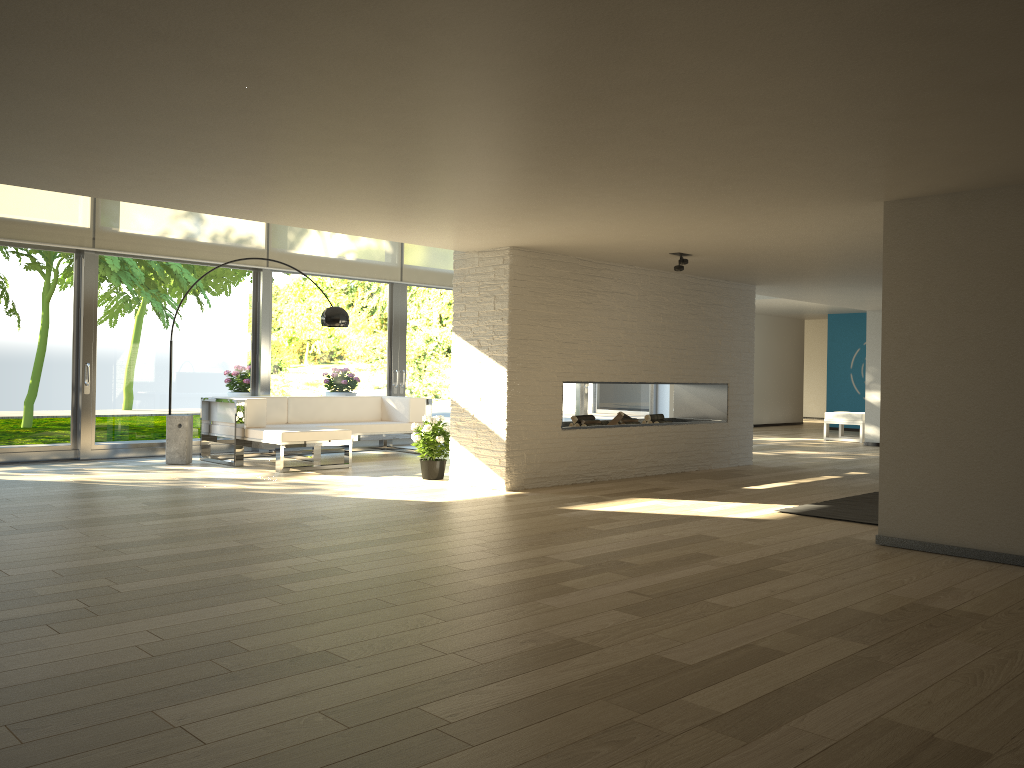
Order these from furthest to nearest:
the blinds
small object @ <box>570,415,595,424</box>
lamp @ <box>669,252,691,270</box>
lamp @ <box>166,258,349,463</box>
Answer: lamp @ <box>166,258,349,463</box>
the blinds
small object @ <box>570,415,595,424</box>
lamp @ <box>669,252,691,270</box>

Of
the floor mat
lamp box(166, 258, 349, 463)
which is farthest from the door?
the floor mat

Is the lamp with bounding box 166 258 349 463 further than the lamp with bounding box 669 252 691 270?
Yes

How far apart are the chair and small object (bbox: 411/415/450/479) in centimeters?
798cm

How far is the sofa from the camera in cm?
833

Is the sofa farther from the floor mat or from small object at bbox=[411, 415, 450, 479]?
the floor mat

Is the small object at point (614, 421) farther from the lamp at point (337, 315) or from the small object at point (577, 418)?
the lamp at point (337, 315)

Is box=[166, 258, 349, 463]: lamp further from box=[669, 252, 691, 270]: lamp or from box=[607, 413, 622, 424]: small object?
box=[669, 252, 691, 270]: lamp

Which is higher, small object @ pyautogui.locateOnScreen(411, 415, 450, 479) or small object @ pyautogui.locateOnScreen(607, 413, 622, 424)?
small object @ pyautogui.locateOnScreen(607, 413, 622, 424)

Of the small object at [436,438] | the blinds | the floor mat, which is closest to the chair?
the blinds
